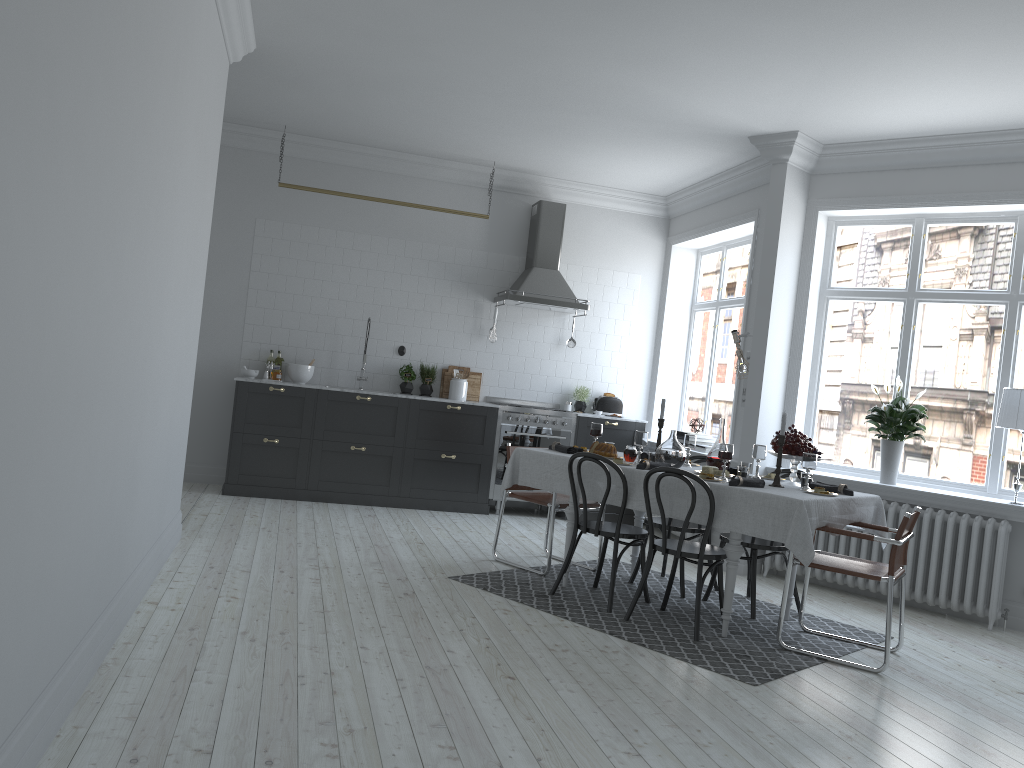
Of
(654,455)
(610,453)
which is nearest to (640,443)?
(654,455)

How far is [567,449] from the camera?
5.8m

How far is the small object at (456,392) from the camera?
8.59m

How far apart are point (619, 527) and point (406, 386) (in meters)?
3.79

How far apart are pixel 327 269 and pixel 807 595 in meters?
5.2 m

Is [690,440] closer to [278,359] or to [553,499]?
[553,499]

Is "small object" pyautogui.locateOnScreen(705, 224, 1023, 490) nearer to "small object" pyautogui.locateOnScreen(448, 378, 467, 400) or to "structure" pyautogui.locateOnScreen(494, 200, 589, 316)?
"structure" pyautogui.locateOnScreen(494, 200, 589, 316)

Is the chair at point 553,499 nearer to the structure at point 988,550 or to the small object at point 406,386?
the structure at point 988,550

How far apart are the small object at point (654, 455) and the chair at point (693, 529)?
0.6 meters

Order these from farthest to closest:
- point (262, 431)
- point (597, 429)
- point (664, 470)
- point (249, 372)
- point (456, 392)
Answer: point (456, 392)
point (249, 372)
point (262, 431)
point (597, 429)
point (664, 470)
